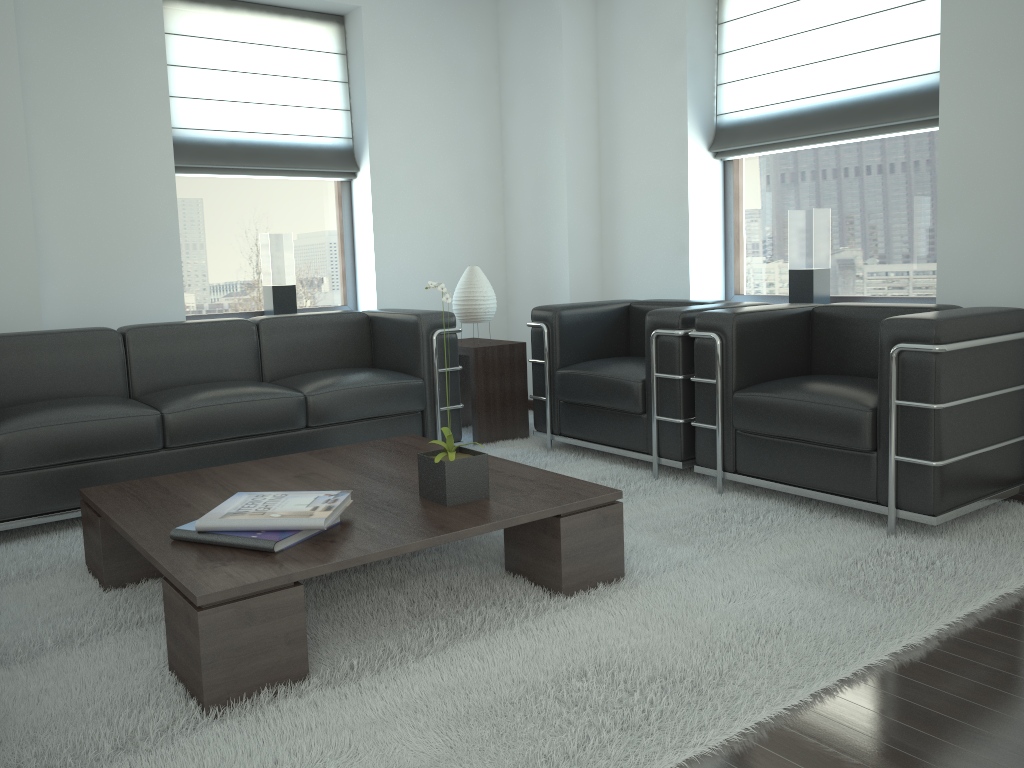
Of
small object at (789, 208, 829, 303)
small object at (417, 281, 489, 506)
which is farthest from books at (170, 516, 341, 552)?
small object at (789, 208, 829, 303)

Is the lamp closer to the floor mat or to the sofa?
the sofa

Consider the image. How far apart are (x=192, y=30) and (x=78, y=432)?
3.8m

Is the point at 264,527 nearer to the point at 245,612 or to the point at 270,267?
the point at 245,612

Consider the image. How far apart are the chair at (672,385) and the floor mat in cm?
10

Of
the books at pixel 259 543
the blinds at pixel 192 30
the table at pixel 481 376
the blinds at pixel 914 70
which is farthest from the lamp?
the books at pixel 259 543

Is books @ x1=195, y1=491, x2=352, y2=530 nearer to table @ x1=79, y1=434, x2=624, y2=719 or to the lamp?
table @ x1=79, y1=434, x2=624, y2=719

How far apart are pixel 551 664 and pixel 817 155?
5.1 meters

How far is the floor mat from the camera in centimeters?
283cm

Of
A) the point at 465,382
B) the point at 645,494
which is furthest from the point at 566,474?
the point at 465,382
